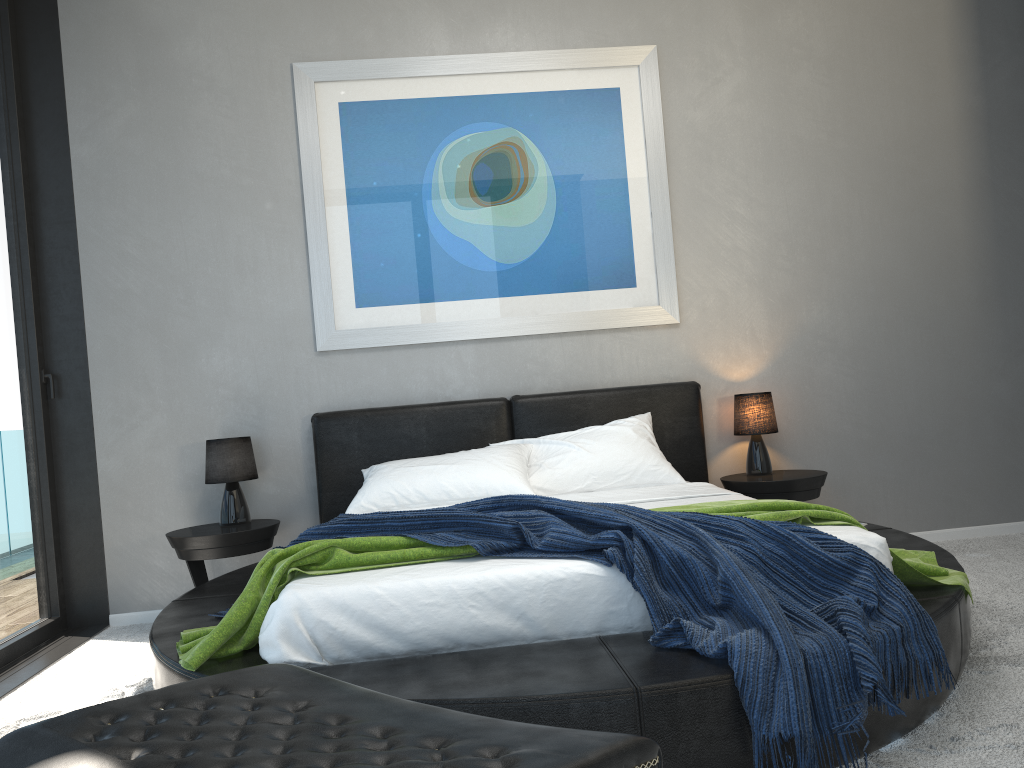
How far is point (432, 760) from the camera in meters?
0.9 m

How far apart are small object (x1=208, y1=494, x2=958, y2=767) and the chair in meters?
1.0 m

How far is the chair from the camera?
0.9m

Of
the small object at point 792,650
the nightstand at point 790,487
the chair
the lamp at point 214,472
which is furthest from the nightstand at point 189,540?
the chair

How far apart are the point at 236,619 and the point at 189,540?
1.60m

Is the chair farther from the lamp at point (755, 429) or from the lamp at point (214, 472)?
the lamp at point (755, 429)

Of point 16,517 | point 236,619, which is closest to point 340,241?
point 16,517

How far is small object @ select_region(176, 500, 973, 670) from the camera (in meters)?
2.33

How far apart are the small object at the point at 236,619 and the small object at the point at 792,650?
0.0 meters

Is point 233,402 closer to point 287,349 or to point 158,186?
point 287,349
